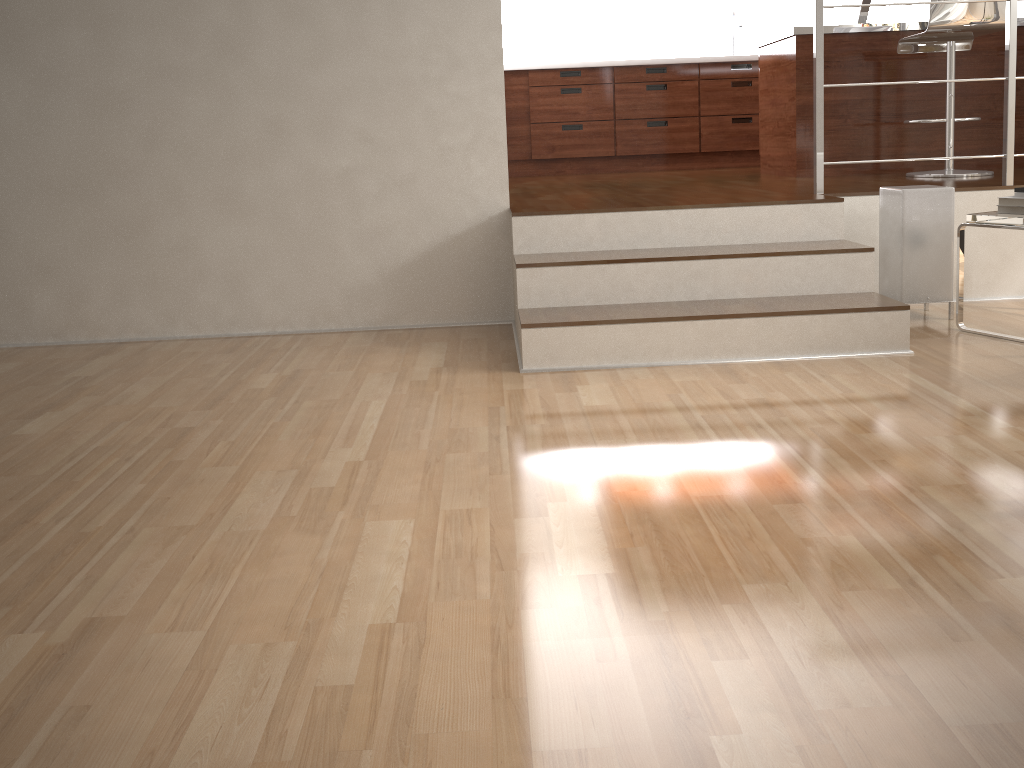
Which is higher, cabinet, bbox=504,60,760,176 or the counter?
the counter

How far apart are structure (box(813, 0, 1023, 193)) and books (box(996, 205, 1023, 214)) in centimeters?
65cm

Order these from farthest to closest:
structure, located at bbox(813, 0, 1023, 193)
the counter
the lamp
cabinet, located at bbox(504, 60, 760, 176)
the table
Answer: cabinet, located at bbox(504, 60, 760, 176)
the counter
structure, located at bbox(813, 0, 1023, 193)
the lamp
the table

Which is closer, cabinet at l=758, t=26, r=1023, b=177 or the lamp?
the lamp

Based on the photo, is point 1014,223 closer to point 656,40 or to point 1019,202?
point 1019,202

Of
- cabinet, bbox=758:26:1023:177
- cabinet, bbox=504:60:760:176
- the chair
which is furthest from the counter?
cabinet, bbox=504:60:760:176

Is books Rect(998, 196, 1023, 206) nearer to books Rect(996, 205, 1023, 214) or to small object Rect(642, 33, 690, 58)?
books Rect(996, 205, 1023, 214)

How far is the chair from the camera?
3.9 meters

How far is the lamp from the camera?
3.1m

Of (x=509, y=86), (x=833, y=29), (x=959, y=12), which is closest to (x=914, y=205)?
(x=959, y=12)
